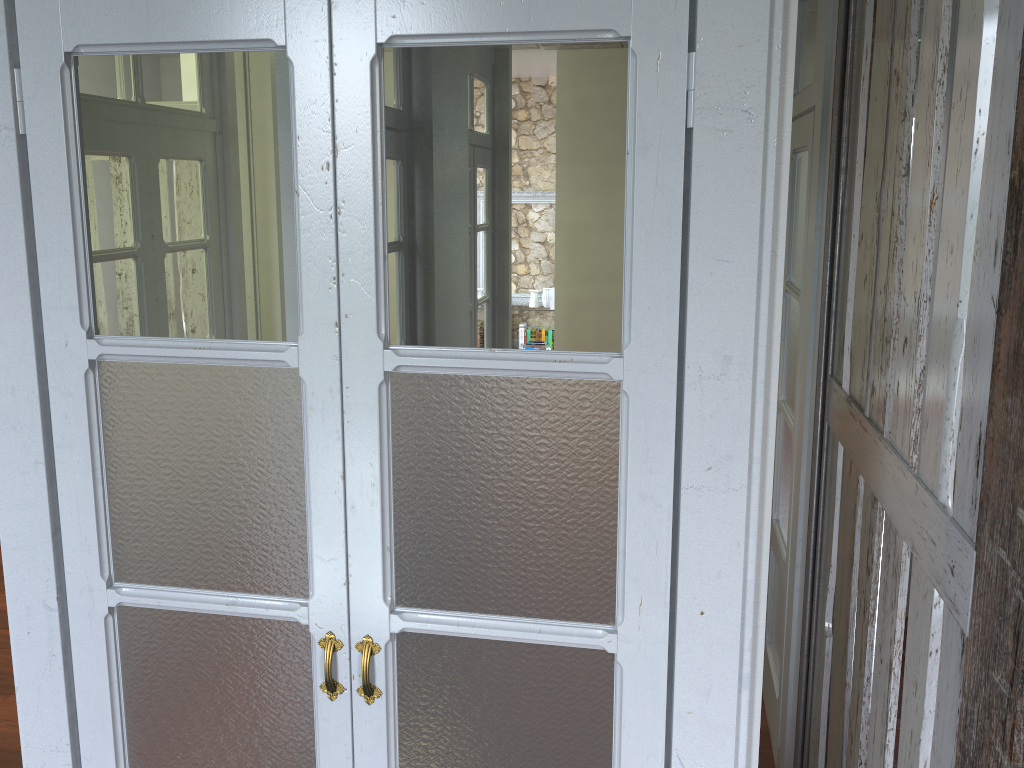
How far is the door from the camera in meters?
1.3 m

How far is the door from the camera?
1.3 meters

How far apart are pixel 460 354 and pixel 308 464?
0.31m

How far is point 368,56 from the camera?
1.26m
